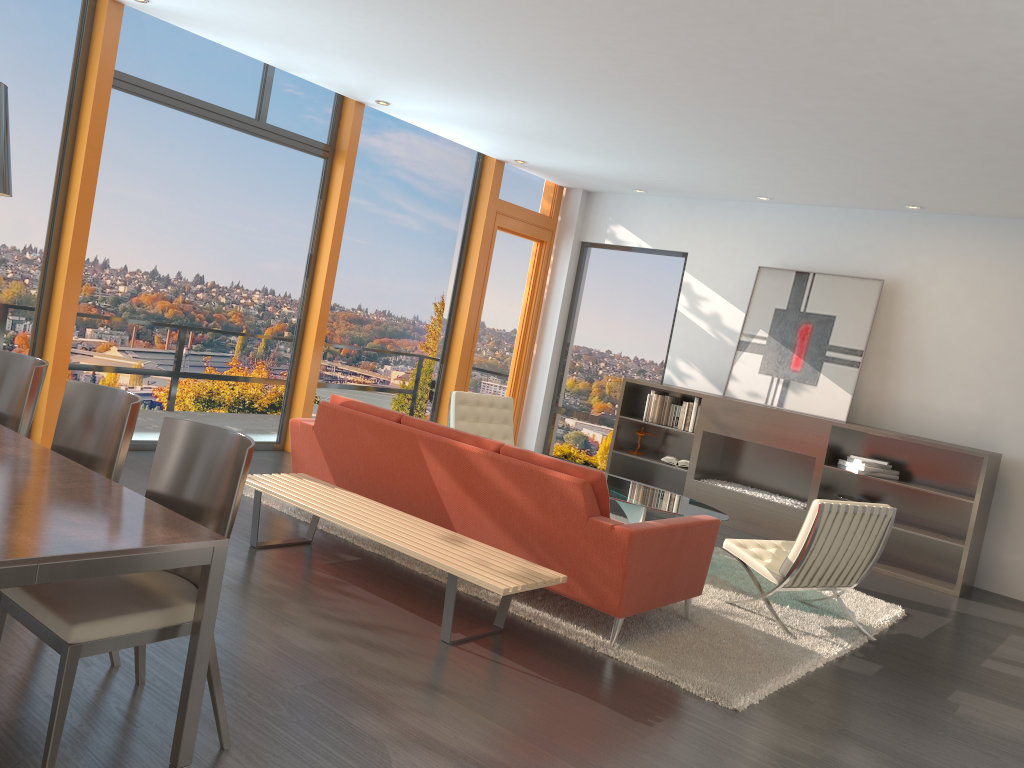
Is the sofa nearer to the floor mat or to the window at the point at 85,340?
the floor mat

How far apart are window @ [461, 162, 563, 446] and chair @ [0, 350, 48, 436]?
5.9m

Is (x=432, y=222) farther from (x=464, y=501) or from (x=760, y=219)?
(x=464, y=501)

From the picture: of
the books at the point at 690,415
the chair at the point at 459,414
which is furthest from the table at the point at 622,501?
the books at the point at 690,415

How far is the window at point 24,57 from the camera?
5.78m

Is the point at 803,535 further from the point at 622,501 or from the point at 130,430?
the point at 130,430

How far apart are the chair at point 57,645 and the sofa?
1.86m

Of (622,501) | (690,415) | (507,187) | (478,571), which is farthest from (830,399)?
(478,571)

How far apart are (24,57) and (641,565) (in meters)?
5.08

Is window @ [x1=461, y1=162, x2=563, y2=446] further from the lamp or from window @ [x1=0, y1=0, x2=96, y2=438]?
the lamp
